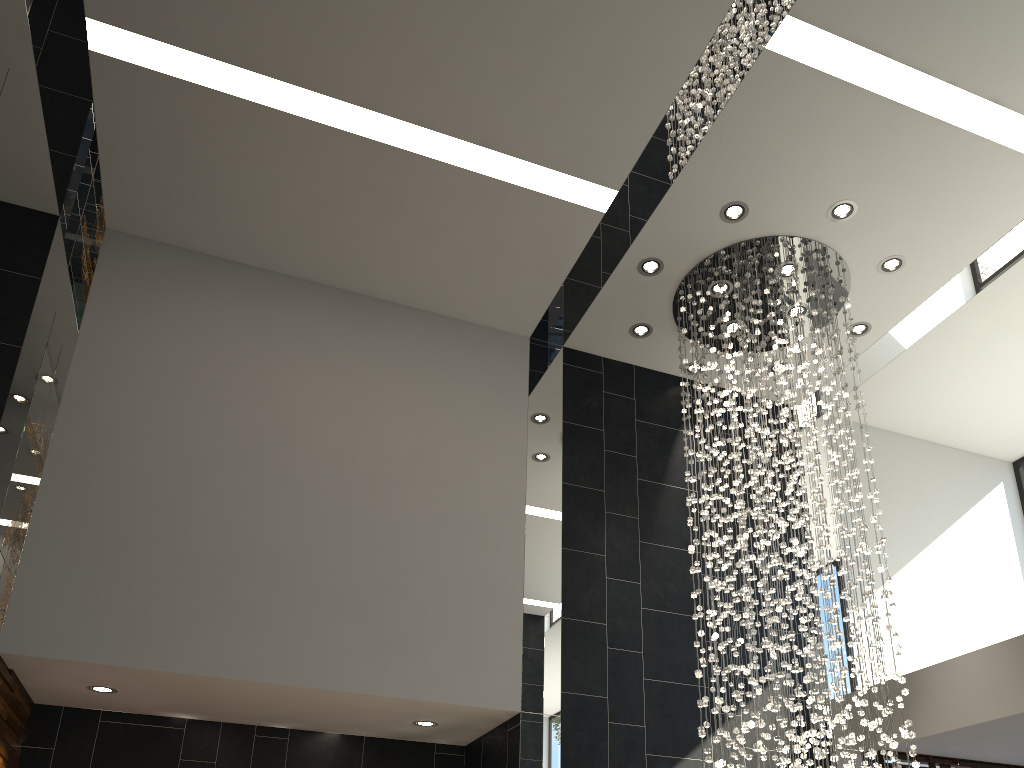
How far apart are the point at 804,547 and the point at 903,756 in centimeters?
234cm

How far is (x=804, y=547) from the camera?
5.4 meters

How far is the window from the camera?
6.52m

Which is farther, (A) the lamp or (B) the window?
(B) the window

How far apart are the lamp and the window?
1.5m

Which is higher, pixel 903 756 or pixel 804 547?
pixel 804 547

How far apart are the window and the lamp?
1.5m

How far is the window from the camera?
6.5m

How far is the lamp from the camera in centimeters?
543cm
